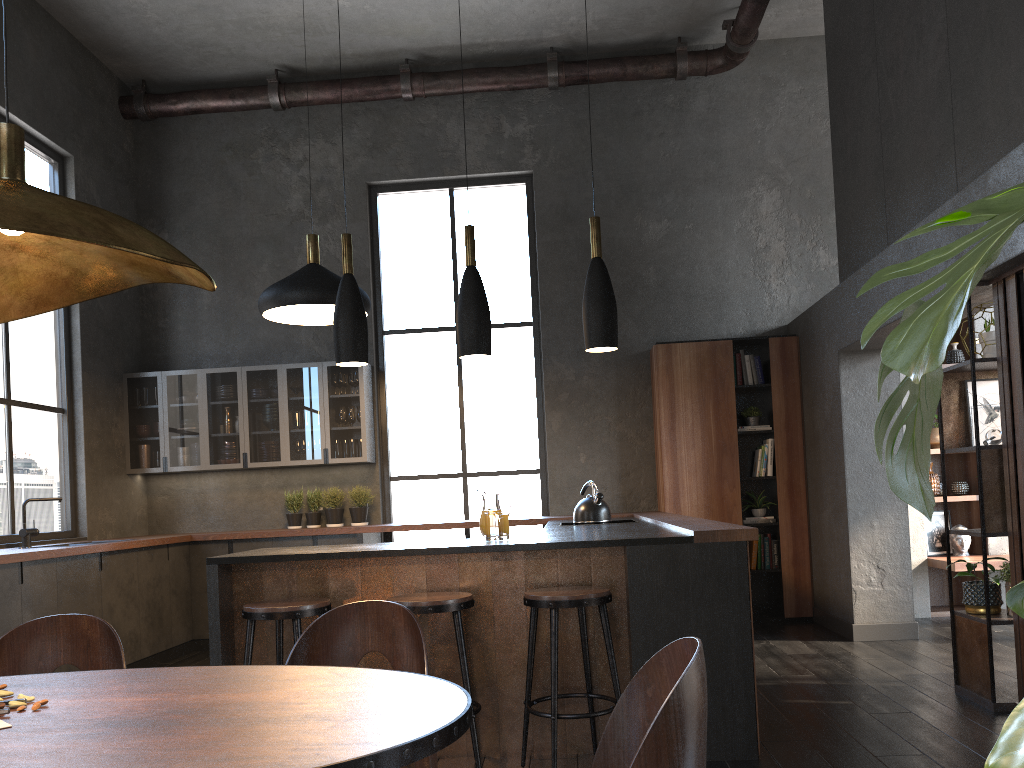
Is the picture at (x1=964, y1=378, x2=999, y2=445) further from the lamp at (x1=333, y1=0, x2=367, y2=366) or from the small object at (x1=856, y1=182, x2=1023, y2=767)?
the small object at (x1=856, y1=182, x2=1023, y2=767)

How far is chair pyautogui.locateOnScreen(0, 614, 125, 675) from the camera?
2.1m

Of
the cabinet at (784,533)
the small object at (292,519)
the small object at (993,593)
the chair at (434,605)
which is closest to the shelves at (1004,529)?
the small object at (993,593)

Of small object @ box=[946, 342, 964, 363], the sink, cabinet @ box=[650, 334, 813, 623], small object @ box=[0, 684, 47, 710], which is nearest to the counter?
cabinet @ box=[650, 334, 813, 623]

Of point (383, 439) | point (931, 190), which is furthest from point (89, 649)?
point (383, 439)

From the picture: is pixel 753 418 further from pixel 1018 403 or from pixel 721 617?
pixel 721 617

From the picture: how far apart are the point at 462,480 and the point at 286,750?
6.7 meters

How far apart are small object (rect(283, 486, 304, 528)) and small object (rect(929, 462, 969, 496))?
5.3m

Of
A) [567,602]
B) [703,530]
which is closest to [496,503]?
[567,602]

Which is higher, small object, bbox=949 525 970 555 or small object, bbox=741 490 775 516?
small object, bbox=741 490 775 516
